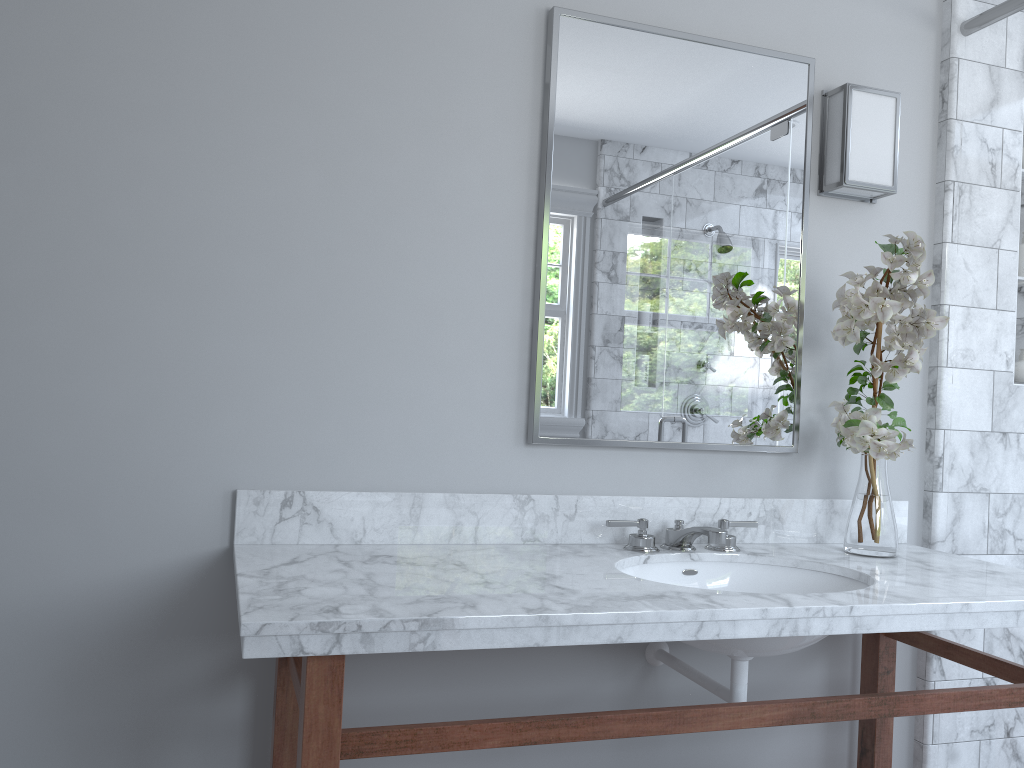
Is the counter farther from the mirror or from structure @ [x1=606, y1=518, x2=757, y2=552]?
the mirror

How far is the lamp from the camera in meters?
2.2

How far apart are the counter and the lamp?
0.8 meters

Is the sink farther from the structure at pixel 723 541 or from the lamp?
the lamp

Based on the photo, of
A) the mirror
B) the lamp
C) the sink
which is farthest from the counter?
the lamp

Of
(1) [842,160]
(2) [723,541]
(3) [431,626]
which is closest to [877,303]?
(1) [842,160]

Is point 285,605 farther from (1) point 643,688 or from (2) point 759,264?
(2) point 759,264

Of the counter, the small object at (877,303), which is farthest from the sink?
the small object at (877,303)

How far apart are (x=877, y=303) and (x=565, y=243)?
0.7 meters

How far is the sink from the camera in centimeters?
163cm
